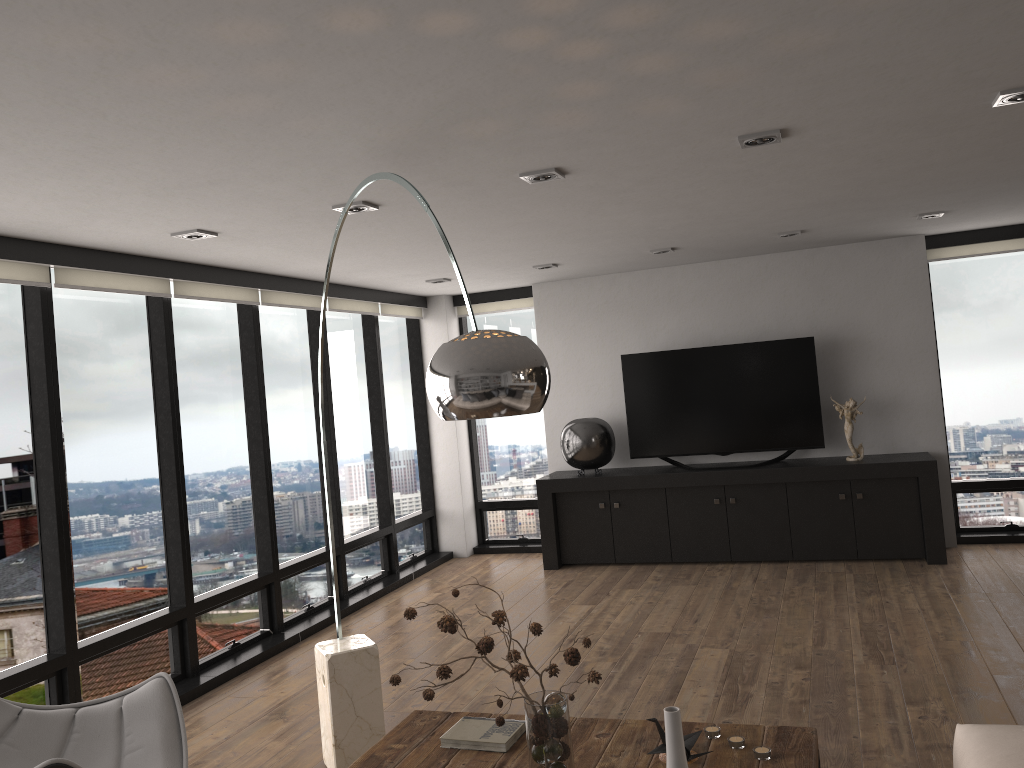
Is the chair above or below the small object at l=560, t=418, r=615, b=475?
below

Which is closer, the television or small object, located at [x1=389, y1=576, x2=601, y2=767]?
small object, located at [x1=389, y1=576, x2=601, y2=767]

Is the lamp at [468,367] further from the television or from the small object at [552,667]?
the television

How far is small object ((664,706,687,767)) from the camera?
1.9m

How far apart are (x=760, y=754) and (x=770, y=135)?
2.2m

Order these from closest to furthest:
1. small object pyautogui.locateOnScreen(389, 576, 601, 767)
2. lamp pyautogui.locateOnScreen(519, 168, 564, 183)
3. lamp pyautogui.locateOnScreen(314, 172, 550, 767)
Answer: lamp pyautogui.locateOnScreen(314, 172, 550, 767) < small object pyautogui.locateOnScreen(389, 576, 601, 767) < lamp pyautogui.locateOnScreen(519, 168, 564, 183)

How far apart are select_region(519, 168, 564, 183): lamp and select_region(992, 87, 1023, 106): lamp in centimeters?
163cm

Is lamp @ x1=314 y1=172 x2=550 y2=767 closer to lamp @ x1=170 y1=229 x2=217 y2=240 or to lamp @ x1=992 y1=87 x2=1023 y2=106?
lamp @ x1=170 y1=229 x2=217 y2=240

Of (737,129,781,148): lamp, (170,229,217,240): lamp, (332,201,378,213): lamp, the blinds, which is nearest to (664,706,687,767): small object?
(737,129,781,148): lamp

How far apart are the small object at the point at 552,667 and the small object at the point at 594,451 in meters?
4.8 m
